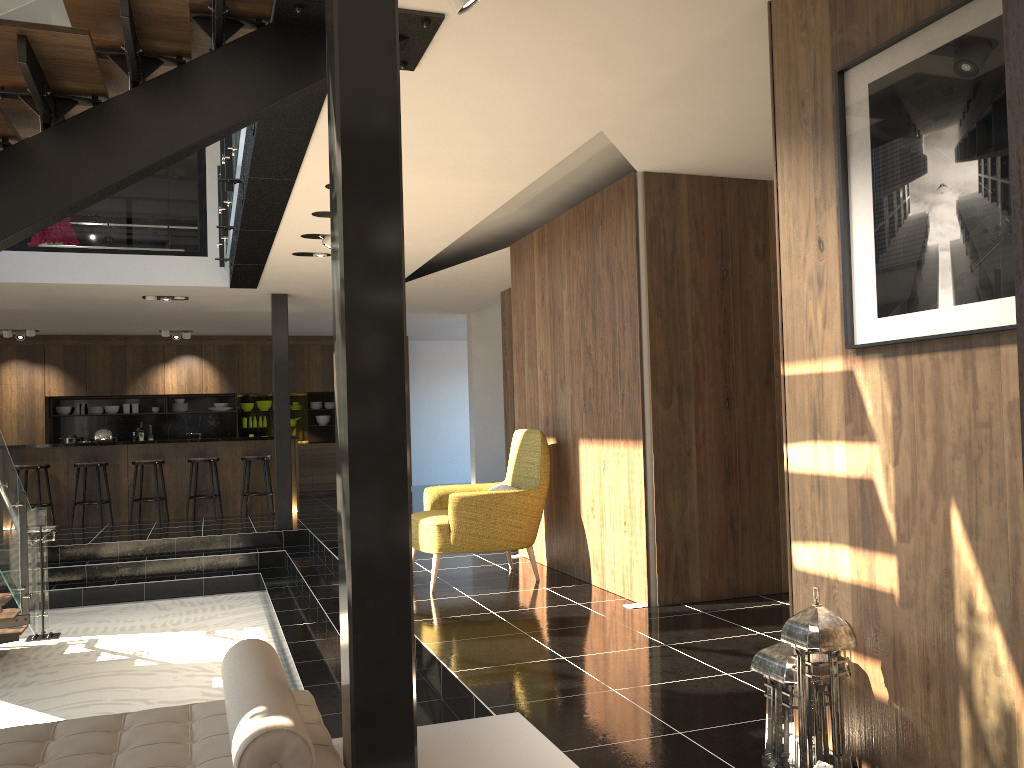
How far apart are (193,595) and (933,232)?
8.3 meters

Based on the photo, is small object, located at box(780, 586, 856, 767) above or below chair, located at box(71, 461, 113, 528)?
below

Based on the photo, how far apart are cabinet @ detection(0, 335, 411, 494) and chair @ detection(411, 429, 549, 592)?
8.62m

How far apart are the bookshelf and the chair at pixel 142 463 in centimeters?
1178cm

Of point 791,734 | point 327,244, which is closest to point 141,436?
point 327,244

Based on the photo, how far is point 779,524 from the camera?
5.7m

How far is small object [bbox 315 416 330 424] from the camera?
15.5 meters

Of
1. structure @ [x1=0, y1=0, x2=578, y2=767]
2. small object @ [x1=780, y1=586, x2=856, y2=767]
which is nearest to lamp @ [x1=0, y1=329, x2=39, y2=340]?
structure @ [x1=0, y1=0, x2=578, y2=767]

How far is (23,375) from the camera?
13.63m

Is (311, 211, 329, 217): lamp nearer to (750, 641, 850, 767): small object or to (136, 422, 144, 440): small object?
(750, 641, 850, 767): small object
